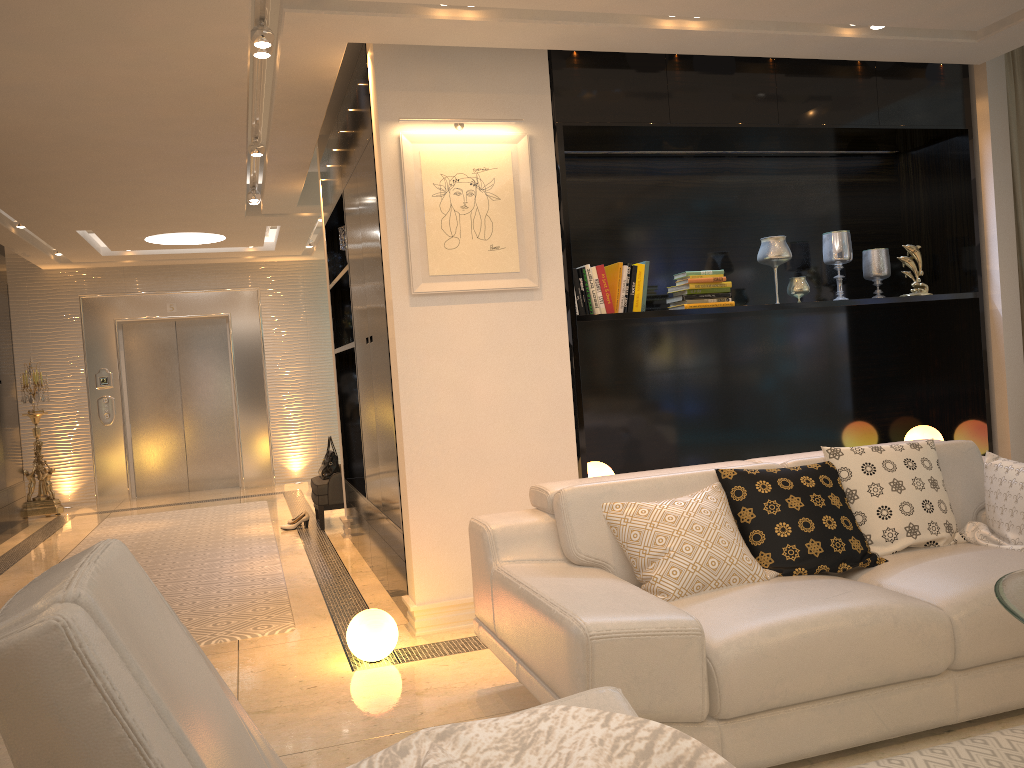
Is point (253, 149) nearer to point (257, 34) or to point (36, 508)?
point (257, 34)

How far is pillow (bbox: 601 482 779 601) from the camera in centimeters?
281cm

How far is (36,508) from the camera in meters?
9.0 m

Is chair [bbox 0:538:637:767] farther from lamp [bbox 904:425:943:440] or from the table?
lamp [bbox 904:425:943:440]

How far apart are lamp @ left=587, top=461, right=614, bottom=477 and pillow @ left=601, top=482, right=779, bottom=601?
1.4 meters

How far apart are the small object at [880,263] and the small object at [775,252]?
0.67m

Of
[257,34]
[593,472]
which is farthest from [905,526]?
[257,34]

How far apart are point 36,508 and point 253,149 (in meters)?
5.37

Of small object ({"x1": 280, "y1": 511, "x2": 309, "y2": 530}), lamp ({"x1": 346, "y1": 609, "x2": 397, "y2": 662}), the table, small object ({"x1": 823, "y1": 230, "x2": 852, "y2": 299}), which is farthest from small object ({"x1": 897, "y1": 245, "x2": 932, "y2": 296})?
small object ({"x1": 280, "y1": 511, "x2": 309, "y2": 530})

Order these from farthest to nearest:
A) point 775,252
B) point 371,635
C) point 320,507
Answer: point 320,507 → point 775,252 → point 371,635
